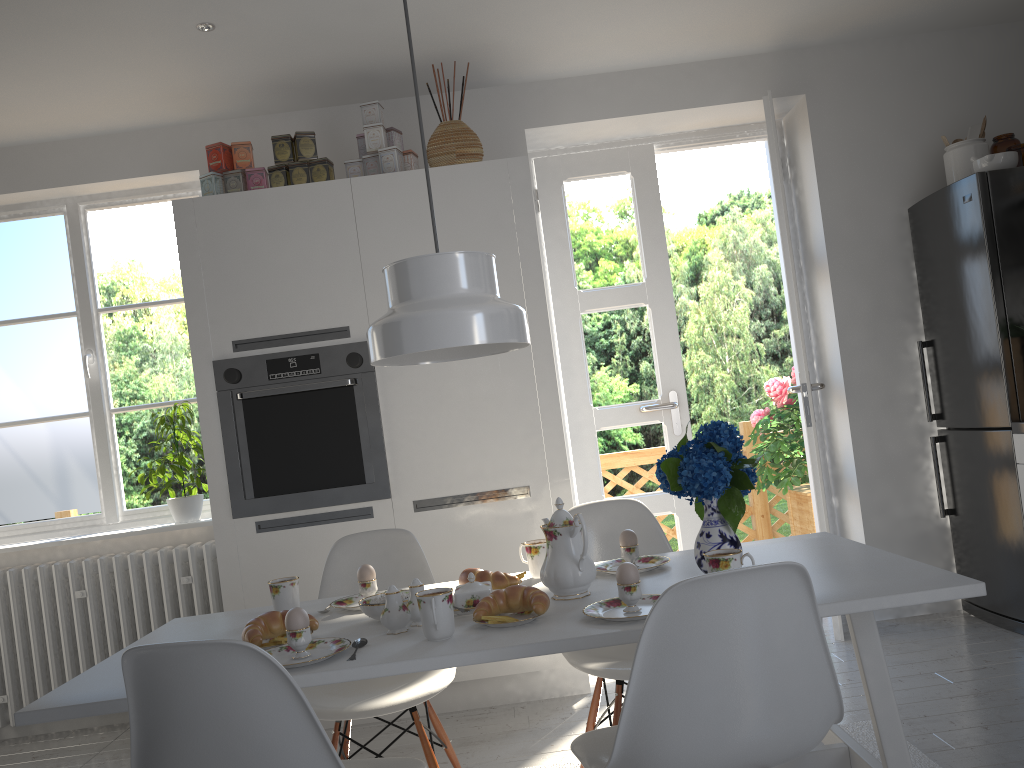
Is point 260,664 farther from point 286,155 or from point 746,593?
point 286,155

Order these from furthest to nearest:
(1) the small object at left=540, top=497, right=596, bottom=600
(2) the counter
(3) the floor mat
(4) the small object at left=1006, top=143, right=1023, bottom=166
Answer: (4) the small object at left=1006, top=143, right=1023, bottom=166 → (2) the counter → (3) the floor mat → (1) the small object at left=540, top=497, right=596, bottom=600

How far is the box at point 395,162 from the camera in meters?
3.5 m

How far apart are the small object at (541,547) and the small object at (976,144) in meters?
2.6

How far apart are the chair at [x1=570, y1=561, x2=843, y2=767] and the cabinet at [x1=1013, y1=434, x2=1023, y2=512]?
2.2m

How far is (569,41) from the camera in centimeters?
361cm

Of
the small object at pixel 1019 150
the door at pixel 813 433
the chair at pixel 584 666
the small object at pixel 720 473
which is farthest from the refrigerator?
the small object at pixel 720 473

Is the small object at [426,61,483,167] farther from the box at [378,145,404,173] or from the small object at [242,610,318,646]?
the small object at [242,610,318,646]

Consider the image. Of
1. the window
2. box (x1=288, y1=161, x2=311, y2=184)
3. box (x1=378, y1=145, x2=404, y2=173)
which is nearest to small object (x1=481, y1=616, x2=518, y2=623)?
box (x1=378, y1=145, x2=404, y2=173)

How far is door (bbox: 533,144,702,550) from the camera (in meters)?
4.23
